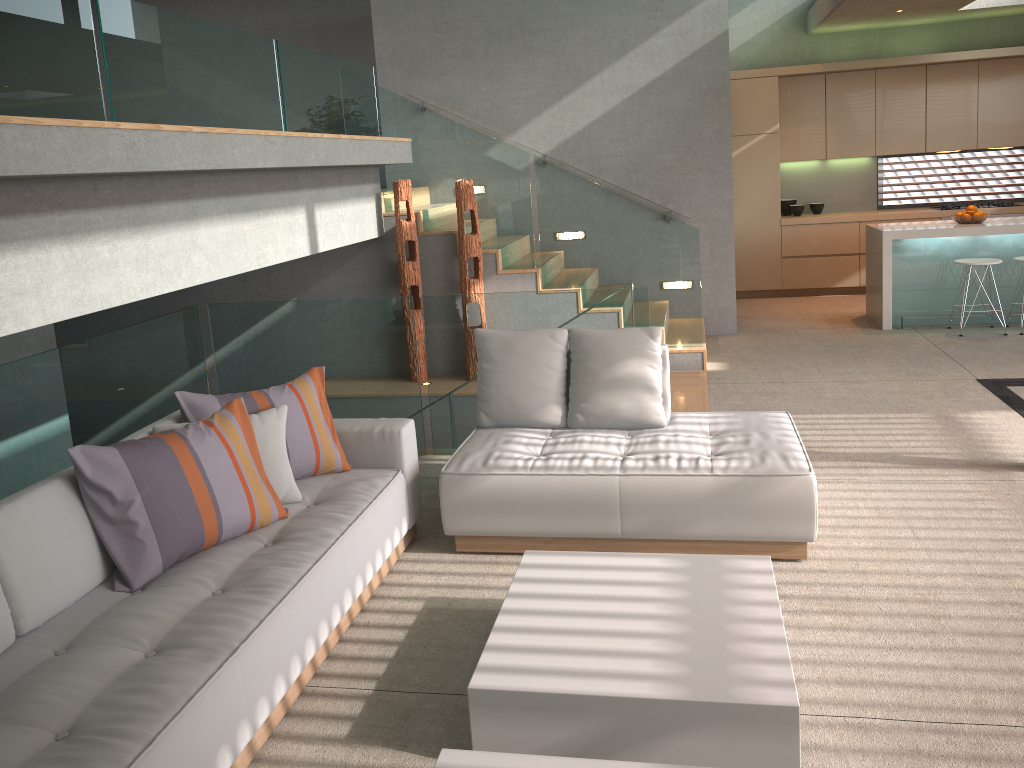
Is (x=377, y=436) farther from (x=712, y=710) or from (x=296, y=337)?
(x=712, y=710)

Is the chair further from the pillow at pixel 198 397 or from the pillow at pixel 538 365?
the pillow at pixel 198 397

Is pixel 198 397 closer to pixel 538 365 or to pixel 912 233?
pixel 538 365

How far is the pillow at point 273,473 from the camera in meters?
3.6 m

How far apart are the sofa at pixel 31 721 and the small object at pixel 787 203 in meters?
7.5

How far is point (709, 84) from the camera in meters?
7.8

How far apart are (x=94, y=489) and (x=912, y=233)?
7.1m

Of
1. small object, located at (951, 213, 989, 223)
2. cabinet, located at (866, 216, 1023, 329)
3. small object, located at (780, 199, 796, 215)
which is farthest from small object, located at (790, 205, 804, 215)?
small object, located at (951, 213, 989, 223)

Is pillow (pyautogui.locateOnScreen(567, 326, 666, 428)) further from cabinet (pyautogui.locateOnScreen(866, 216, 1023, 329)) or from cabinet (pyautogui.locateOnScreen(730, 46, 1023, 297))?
cabinet (pyautogui.locateOnScreen(730, 46, 1023, 297))

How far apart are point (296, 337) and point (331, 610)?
2.6m
